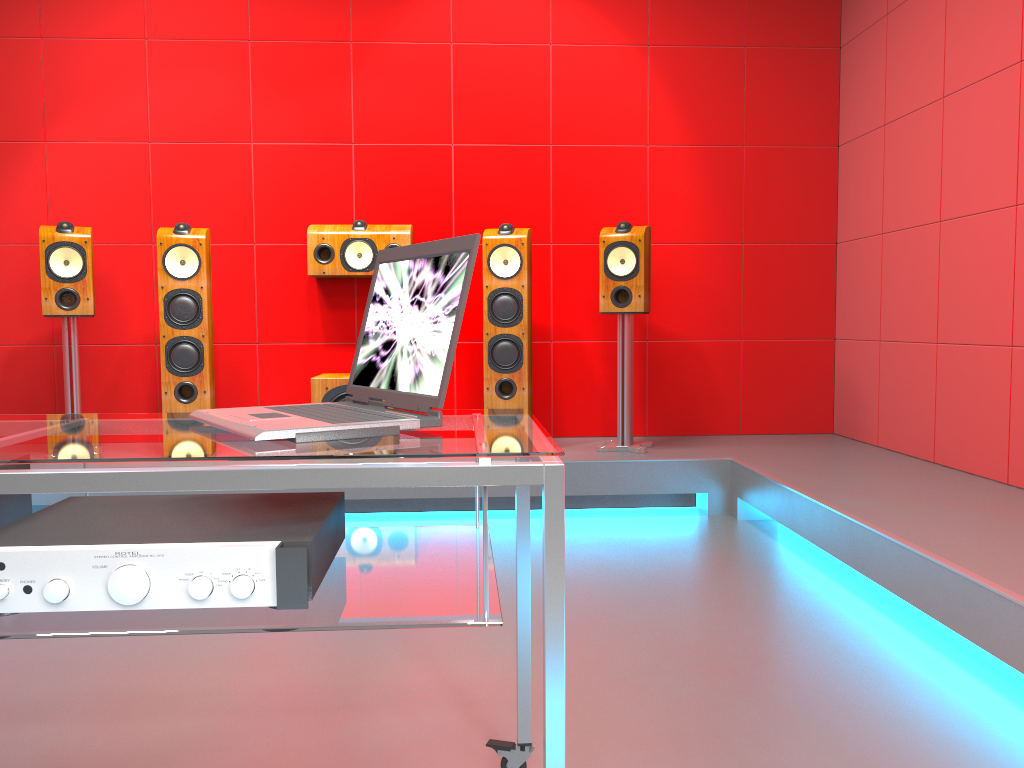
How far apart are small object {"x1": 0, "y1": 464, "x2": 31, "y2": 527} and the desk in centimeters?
10cm

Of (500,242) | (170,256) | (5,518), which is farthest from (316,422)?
(170,256)

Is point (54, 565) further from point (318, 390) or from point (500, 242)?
point (500, 242)

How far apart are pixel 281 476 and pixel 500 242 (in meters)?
3.07

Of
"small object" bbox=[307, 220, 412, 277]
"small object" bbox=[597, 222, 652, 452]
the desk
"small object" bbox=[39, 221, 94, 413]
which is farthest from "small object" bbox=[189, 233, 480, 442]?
"small object" bbox=[39, 221, 94, 413]

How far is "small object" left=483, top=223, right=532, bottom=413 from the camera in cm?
401

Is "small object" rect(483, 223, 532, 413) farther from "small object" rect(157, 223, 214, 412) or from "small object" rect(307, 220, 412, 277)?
"small object" rect(157, 223, 214, 412)

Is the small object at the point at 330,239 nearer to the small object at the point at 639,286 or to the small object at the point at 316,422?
the small object at the point at 639,286

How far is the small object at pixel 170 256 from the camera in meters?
3.9

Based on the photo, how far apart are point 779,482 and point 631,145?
2.1 meters
